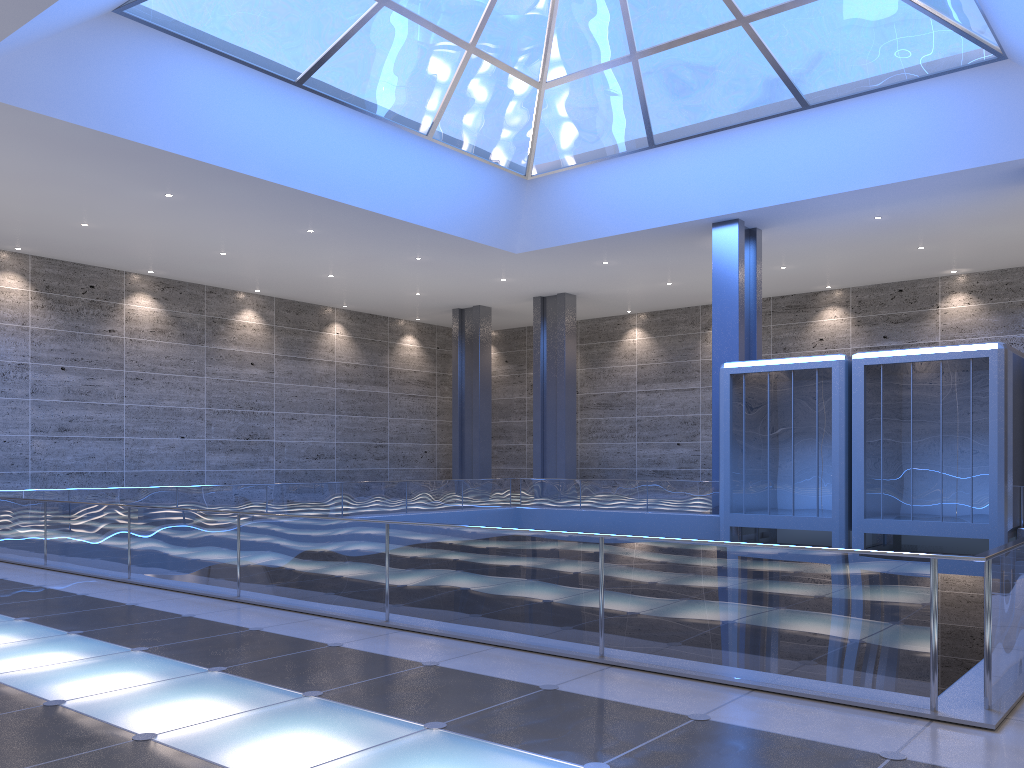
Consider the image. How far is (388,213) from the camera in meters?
27.3

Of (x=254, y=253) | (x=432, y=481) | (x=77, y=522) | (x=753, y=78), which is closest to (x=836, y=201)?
(x=753, y=78)
